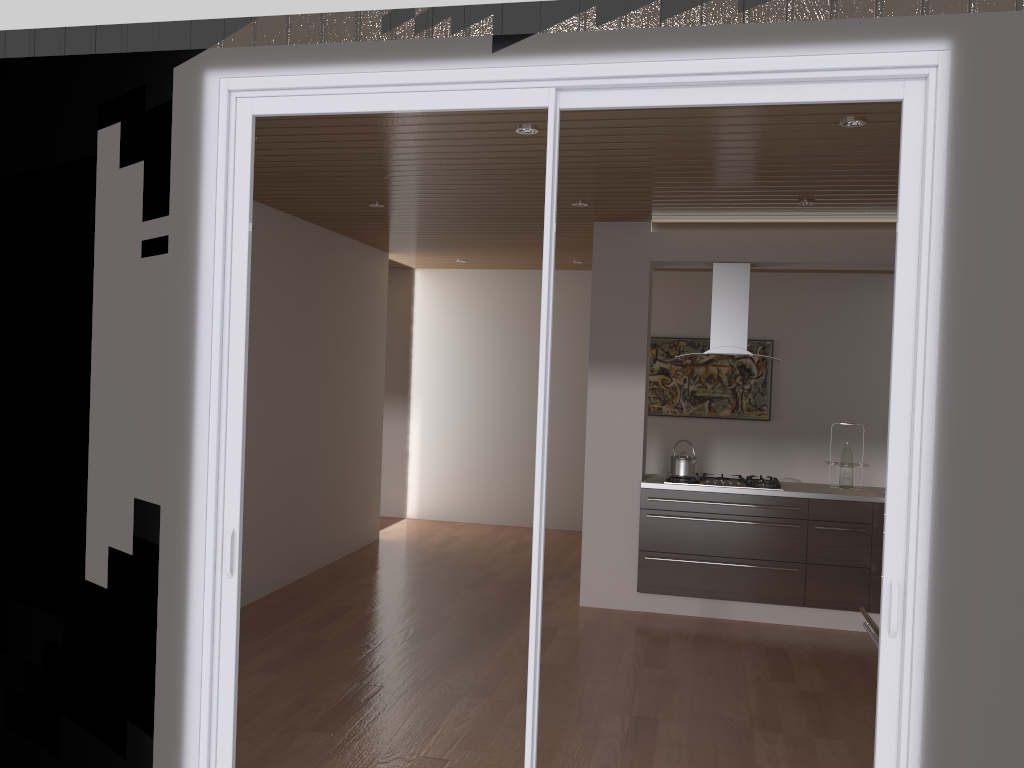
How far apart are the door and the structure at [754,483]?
3.37m

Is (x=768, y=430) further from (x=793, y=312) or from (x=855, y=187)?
(x=855, y=187)

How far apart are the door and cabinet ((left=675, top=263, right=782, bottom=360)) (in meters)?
3.47

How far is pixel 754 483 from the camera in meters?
6.0

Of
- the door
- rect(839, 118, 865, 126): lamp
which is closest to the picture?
rect(839, 118, 865, 126): lamp

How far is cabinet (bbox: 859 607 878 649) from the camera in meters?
3.6

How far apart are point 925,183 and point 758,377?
6.4m

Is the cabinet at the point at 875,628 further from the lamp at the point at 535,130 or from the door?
the lamp at the point at 535,130

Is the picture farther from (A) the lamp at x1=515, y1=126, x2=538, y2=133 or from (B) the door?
(B) the door

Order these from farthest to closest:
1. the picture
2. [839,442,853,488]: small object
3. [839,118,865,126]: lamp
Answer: the picture
[839,442,853,488]: small object
[839,118,865,126]: lamp
